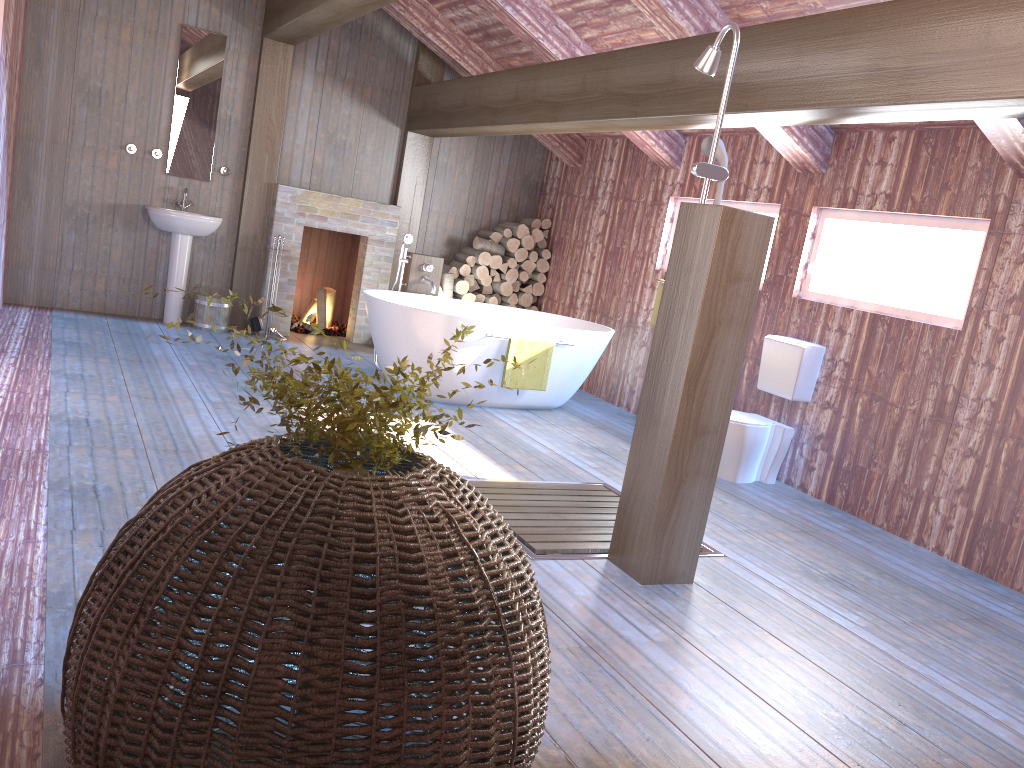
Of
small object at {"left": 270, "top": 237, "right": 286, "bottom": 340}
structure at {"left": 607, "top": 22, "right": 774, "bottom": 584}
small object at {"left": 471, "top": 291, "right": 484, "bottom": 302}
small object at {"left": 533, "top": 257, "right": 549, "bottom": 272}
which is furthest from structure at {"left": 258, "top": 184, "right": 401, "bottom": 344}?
structure at {"left": 607, "top": 22, "right": 774, "bottom": 584}

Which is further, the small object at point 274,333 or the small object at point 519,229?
the small object at point 519,229

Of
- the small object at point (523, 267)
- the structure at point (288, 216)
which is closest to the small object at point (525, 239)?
the small object at point (523, 267)

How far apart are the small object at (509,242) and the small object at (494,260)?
0.1 meters

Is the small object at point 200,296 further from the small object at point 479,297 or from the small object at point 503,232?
the small object at point 503,232

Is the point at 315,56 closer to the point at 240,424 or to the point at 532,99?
the point at 532,99

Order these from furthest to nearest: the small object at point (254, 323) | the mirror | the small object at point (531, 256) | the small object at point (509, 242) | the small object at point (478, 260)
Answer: the small object at point (531, 256) < the small object at point (509, 242) < the small object at point (478, 260) < the small object at point (254, 323) < the mirror

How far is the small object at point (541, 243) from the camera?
8.7m

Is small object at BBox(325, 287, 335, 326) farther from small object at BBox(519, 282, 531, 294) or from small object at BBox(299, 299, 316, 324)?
small object at BBox(519, 282, 531, 294)

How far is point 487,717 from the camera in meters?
1.6 m
